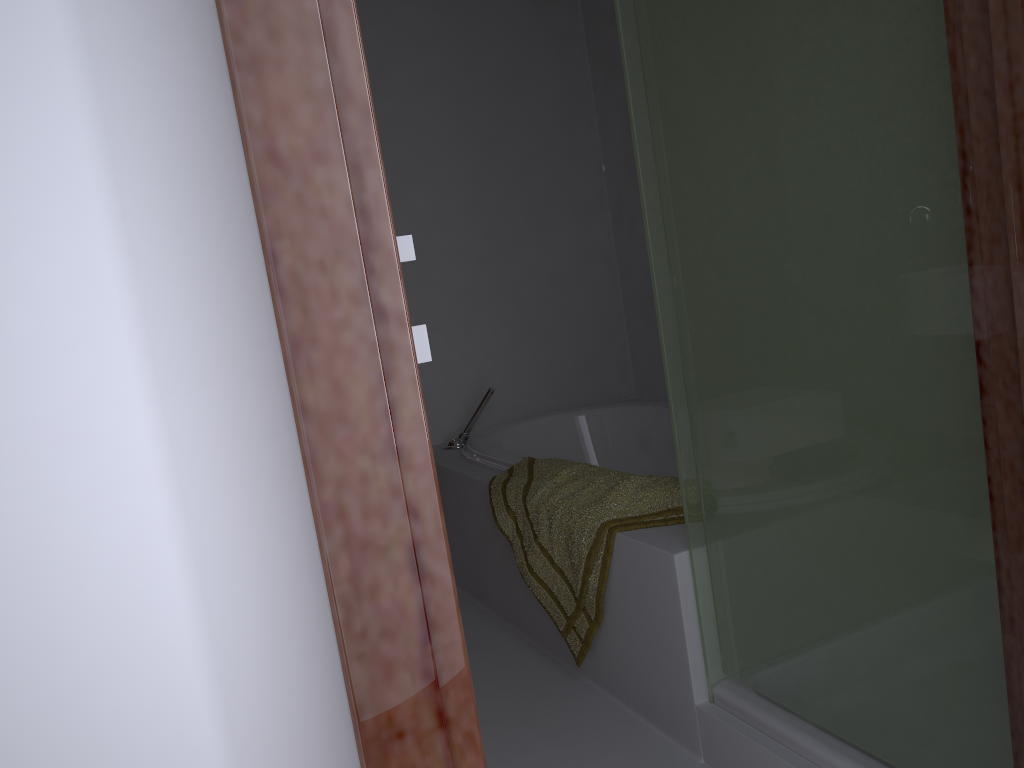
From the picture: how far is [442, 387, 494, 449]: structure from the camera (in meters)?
3.26

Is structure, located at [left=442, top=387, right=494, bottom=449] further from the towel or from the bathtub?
the towel

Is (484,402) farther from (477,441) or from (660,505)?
(660,505)

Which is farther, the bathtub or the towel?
the bathtub

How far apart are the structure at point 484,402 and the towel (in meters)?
0.62

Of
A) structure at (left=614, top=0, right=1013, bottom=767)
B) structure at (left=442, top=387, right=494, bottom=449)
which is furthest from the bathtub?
structure at (left=614, top=0, right=1013, bottom=767)

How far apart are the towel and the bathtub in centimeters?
8cm

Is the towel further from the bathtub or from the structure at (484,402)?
the structure at (484,402)

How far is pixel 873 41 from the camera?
1.2 meters

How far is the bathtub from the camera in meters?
3.2
